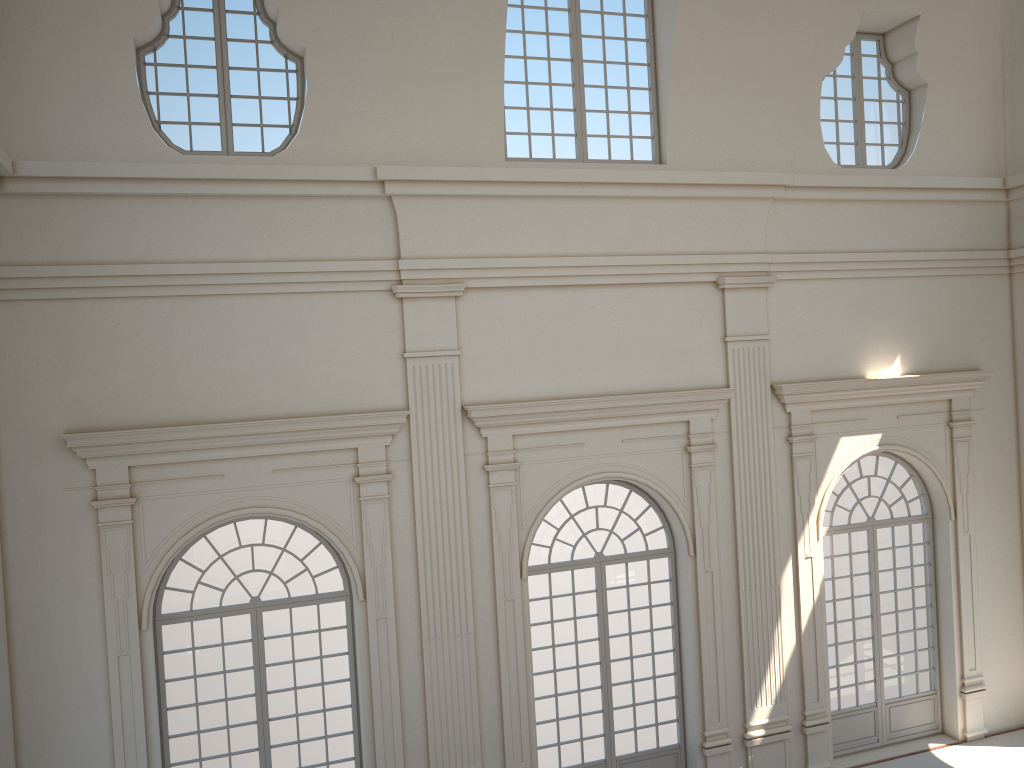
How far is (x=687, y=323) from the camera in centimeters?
1145cm

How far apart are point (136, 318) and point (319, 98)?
3.1m
